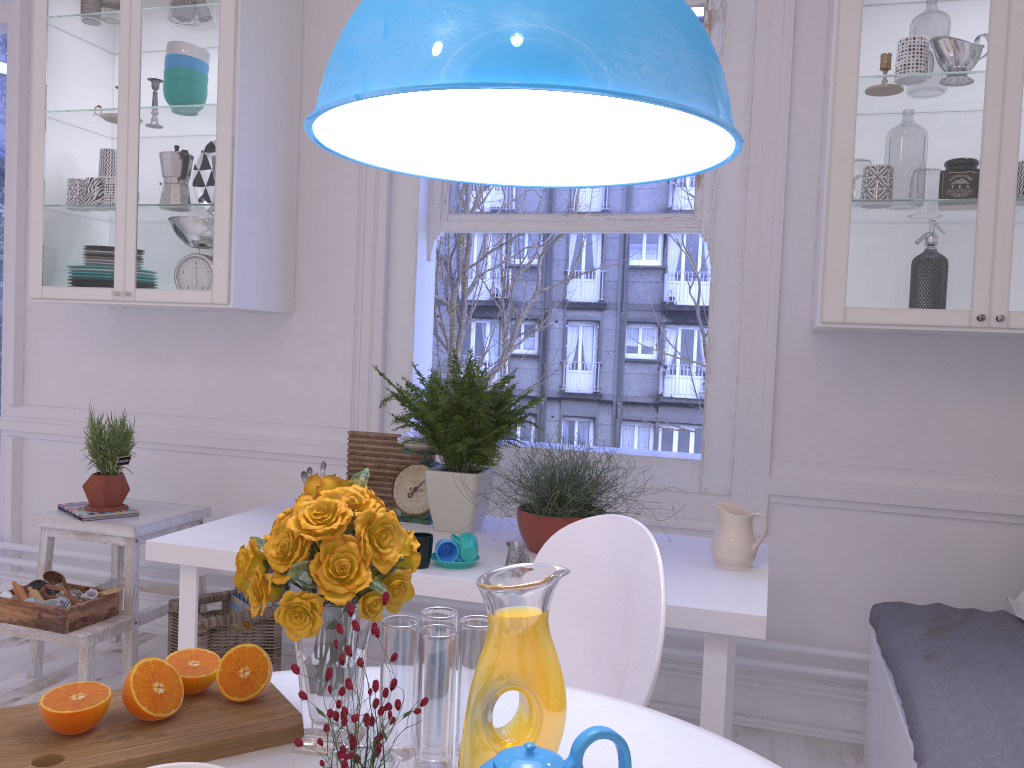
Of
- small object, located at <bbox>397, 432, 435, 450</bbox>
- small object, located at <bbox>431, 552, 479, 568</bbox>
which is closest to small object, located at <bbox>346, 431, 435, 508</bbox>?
small object, located at <bbox>397, 432, 435, 450</bbox>

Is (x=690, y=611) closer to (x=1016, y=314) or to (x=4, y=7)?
(x=1016, y=314)

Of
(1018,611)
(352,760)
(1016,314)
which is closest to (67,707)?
(352,760)

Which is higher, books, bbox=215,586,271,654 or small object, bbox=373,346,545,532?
small object, bbox=373,346,545,532

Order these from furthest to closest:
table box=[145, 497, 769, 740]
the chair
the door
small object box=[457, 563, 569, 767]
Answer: the door < table box=[145, 497, 769, 740] < the chair < small object box=[457, 563, 569, 767]

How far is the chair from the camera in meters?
1.5 m

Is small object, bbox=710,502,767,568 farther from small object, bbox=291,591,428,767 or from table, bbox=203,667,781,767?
small object, bbox=291,591,428,767

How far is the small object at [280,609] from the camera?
1.0m

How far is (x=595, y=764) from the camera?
1.1m

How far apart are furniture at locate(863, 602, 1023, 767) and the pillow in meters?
0.0 m
